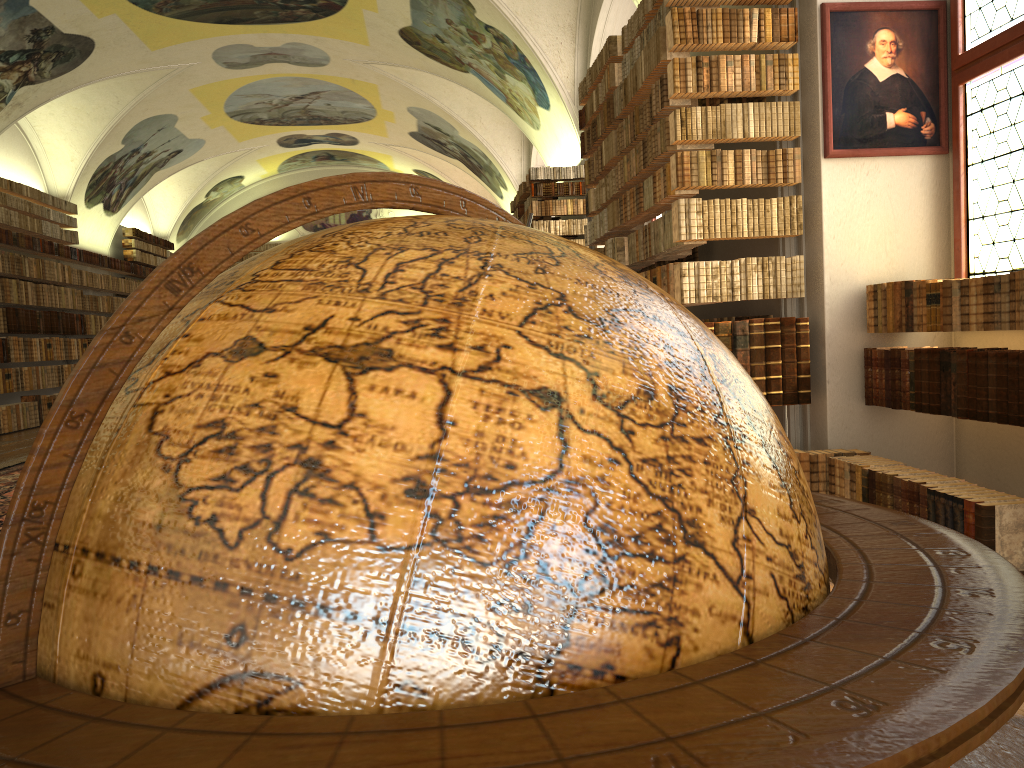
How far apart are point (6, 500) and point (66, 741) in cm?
847

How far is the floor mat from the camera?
7.9m

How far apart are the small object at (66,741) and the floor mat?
7.45m

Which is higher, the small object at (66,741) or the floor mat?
the small object at (66,741)

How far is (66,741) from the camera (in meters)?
0.60

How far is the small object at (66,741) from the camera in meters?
0.6

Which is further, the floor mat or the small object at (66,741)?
the floor mat
